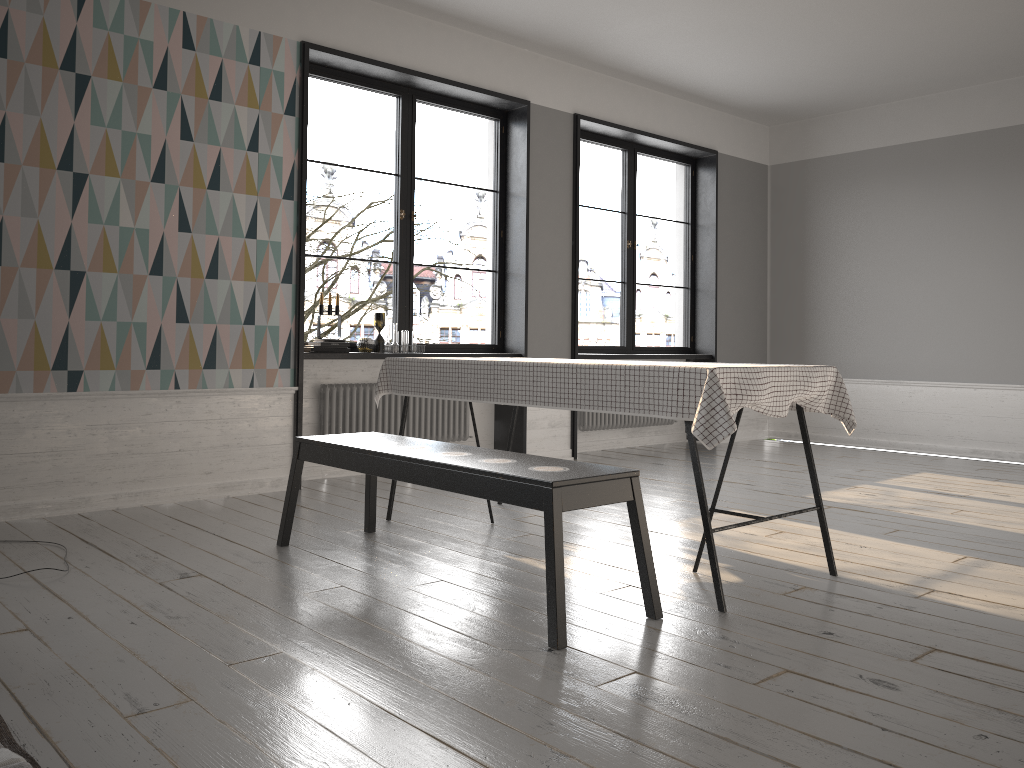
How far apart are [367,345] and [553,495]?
3.19m

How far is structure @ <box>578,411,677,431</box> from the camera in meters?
7.1 m

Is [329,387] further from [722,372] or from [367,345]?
[722,372]

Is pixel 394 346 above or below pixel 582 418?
above

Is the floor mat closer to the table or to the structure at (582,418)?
the table

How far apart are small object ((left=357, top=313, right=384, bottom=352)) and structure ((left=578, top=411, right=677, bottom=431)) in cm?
209

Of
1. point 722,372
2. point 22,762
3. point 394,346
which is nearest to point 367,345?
point 394,346

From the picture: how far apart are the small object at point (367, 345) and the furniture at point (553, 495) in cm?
172

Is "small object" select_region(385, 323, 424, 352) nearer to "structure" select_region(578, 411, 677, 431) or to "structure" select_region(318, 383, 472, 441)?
"structure" select_region(318, 383, 472, 441)

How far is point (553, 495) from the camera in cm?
257
